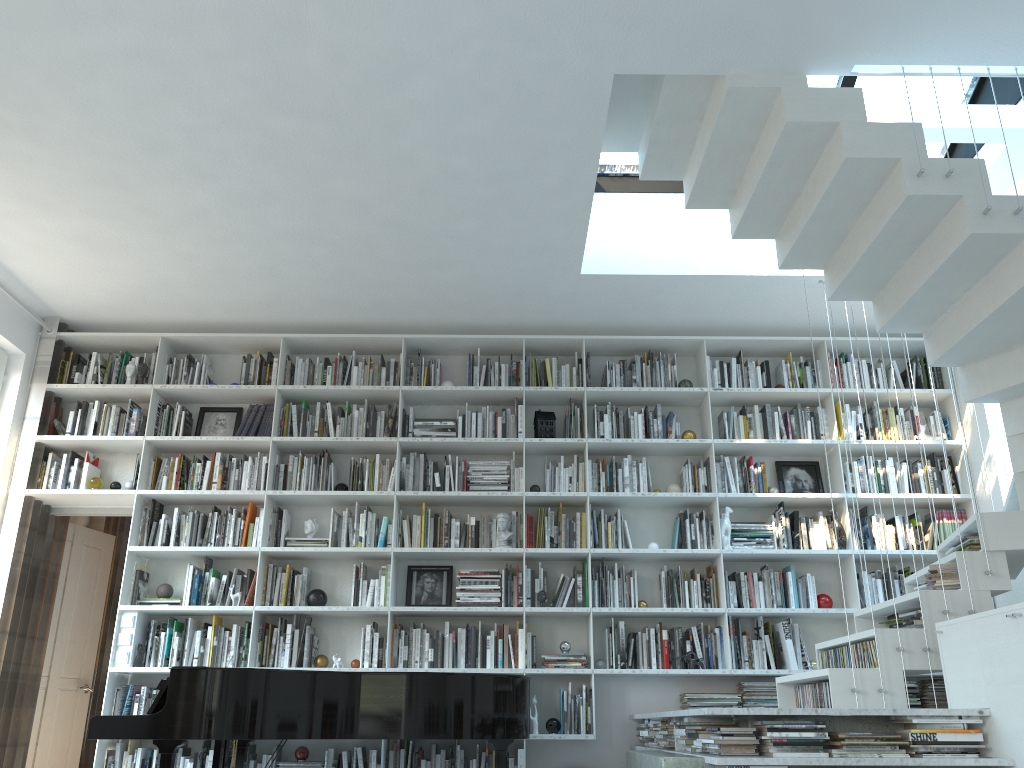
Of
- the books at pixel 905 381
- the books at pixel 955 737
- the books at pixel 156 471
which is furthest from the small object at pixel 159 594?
the books at pixel 905 381

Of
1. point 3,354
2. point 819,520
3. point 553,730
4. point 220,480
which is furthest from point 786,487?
point 3,354

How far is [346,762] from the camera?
5.3 meters

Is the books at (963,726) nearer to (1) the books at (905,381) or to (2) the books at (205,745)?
(1) the books at (905,381)

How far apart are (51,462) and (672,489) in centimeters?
417cm

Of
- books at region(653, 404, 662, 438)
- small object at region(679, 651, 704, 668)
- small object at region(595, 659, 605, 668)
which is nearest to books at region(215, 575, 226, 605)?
small object at region(595, 659, 605, 668)

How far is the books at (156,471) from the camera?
5.9 meters

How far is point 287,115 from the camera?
4.1 meters

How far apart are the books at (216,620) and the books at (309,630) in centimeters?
Answer: 60cm

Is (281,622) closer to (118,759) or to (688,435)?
(118,759)
